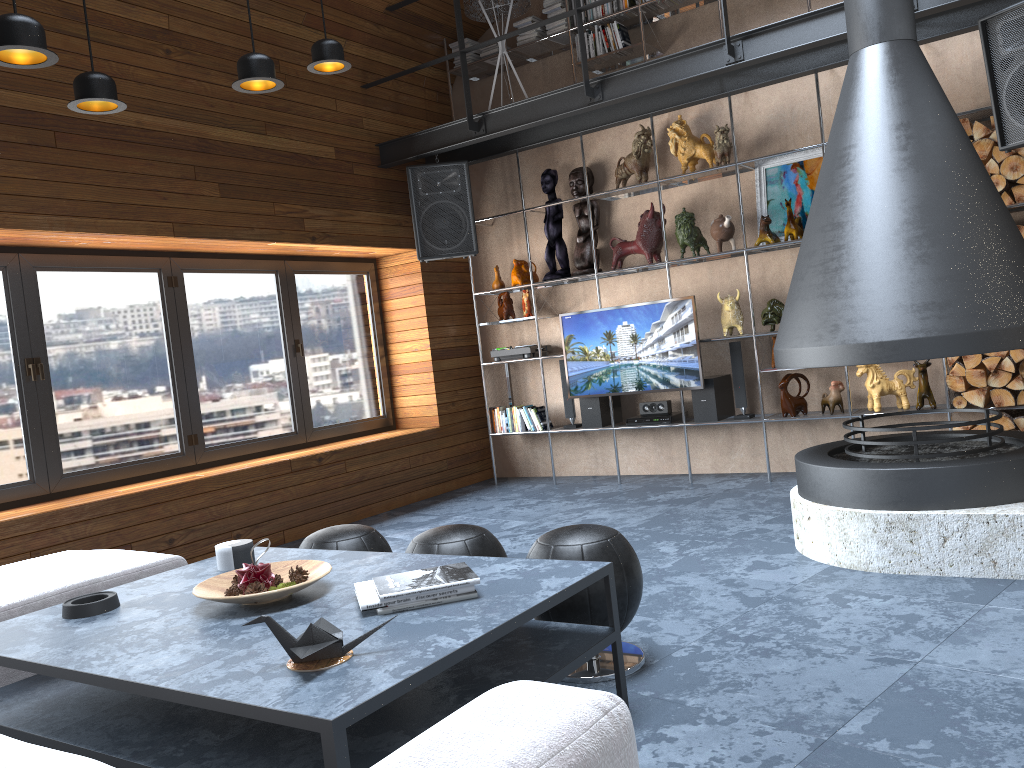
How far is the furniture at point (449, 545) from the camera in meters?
3.1 m

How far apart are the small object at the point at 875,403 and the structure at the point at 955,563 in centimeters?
118cm

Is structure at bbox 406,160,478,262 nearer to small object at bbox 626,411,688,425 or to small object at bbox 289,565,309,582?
small object at bbox 626,411,688,425

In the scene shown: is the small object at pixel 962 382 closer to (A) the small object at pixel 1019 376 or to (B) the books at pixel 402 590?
(A) the small object at pixel 1019 376

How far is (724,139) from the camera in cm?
590

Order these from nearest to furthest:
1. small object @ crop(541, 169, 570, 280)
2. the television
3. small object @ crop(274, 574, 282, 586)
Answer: small object @ crop(274, 574, 282, 586)
the television
small object @ crop(541, 169, 570, 280)

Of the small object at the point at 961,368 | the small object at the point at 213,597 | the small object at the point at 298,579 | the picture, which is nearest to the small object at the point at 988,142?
the picture

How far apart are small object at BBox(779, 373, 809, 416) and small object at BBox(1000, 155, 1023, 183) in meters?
1.7

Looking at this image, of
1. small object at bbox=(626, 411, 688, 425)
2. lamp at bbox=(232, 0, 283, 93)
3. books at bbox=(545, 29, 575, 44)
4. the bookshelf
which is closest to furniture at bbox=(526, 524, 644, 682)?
lamp at bbox=(232, 0, 283, 93)

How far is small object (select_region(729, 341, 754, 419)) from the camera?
6.08m
